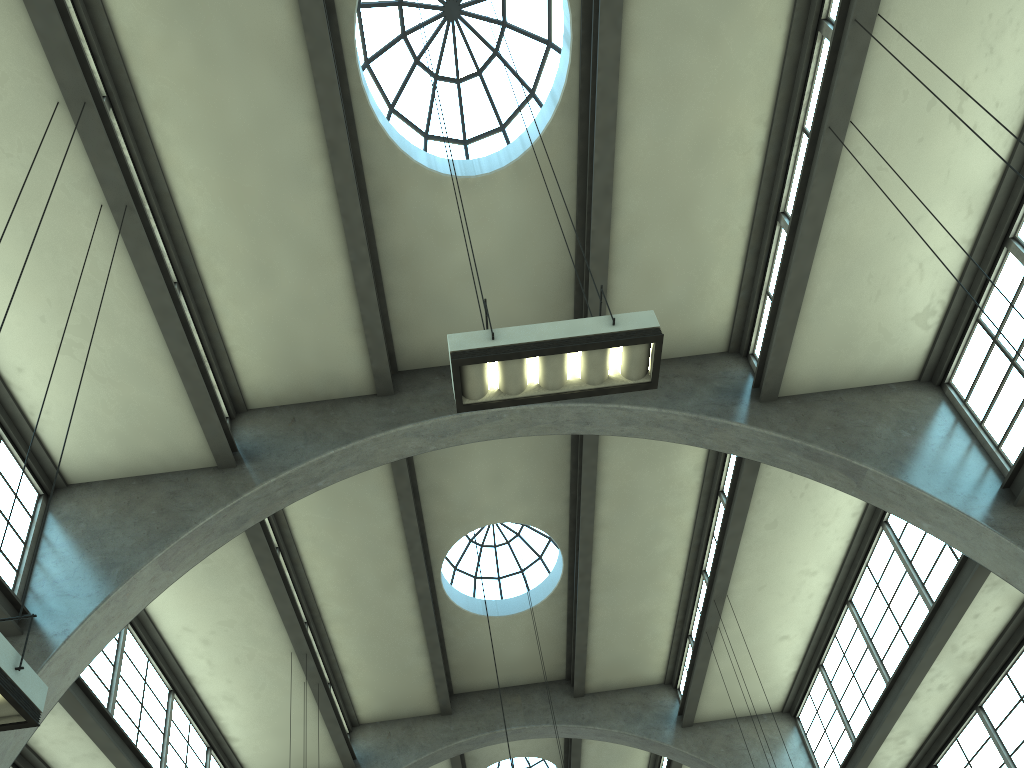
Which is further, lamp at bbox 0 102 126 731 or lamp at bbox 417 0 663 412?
lamp at bbox 417 0 663 412

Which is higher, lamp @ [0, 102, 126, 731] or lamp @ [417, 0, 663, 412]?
lamp @ [417, 0, 663, 412]

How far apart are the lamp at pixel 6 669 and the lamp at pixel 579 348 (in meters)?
3.32

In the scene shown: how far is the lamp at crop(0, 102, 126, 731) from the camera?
4.8 meters

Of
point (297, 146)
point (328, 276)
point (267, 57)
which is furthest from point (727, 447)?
point (267, 57)

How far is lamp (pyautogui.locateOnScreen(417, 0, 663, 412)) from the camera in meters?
6.3 m

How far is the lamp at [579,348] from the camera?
6.31m

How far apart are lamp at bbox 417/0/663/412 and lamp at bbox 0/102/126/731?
3.3m

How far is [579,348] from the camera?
6.31m
